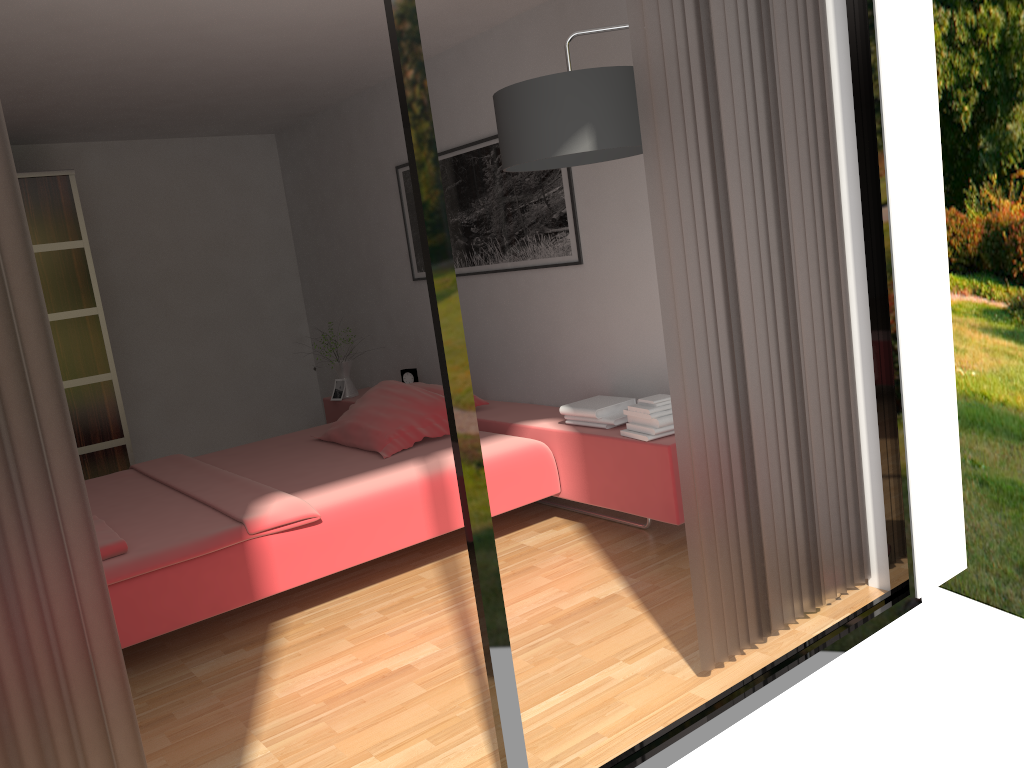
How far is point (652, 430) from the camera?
3.3m

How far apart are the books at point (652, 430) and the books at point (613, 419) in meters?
0.1

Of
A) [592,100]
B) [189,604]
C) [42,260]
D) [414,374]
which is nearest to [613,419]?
[592,100]

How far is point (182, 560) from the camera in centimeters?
287cm

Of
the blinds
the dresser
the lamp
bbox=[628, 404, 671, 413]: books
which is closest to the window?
the blinds

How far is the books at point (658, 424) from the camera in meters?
3.3

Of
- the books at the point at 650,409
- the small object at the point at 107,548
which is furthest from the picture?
the small object at the point at 107,548

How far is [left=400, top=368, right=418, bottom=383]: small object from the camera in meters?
5.1 m

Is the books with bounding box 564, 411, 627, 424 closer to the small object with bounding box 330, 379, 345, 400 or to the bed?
the bed

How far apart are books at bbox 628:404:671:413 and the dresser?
3.30m
